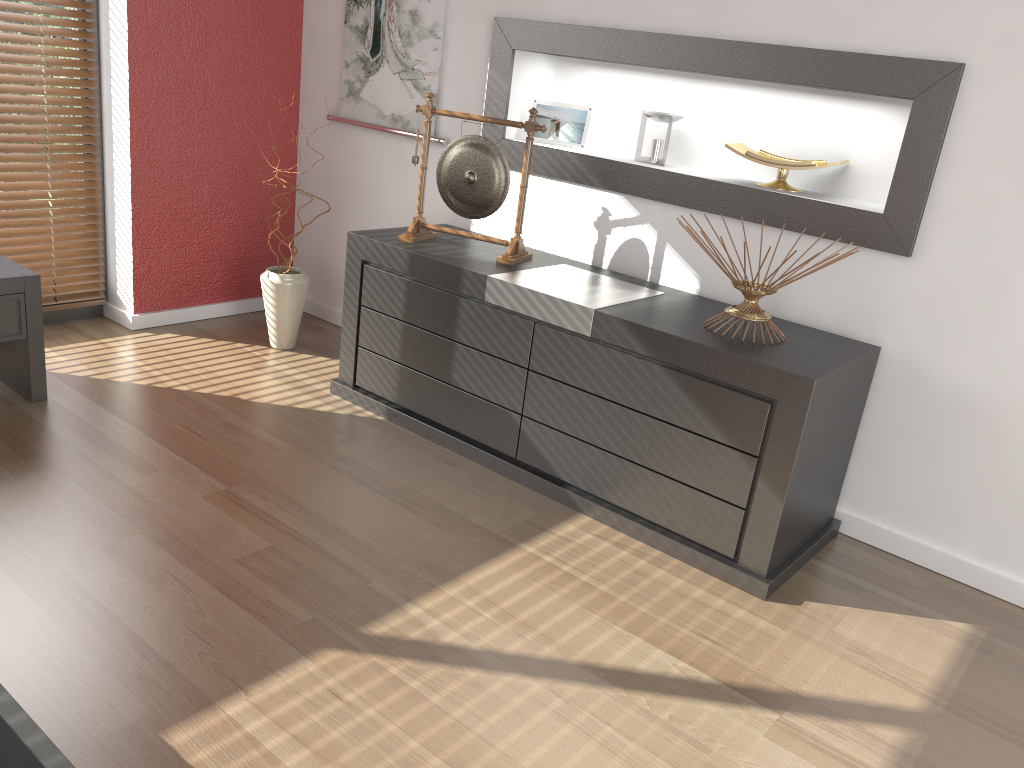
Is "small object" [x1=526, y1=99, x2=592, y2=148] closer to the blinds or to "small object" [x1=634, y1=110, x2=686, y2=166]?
"small object" [x1=634, y1=110, x2=686, y2=166]

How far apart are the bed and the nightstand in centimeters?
166cm

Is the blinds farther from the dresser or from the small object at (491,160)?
the small object at (491,160)

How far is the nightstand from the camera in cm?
274

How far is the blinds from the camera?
3.3m

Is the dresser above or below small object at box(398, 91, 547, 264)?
below

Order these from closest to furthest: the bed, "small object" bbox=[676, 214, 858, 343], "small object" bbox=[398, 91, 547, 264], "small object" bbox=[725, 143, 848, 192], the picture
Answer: the bed → "small object" bbox=[676, 214, 858, 343] → "small object" bbox=[725, 143, 848, 192] → "small object" bbox=[398, 91, 547, 264] → the picture

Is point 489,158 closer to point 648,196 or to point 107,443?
point 648,196

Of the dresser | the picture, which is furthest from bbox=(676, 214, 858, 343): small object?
the picture

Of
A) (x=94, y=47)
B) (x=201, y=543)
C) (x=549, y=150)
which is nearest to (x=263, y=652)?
(x=201, y=543)
